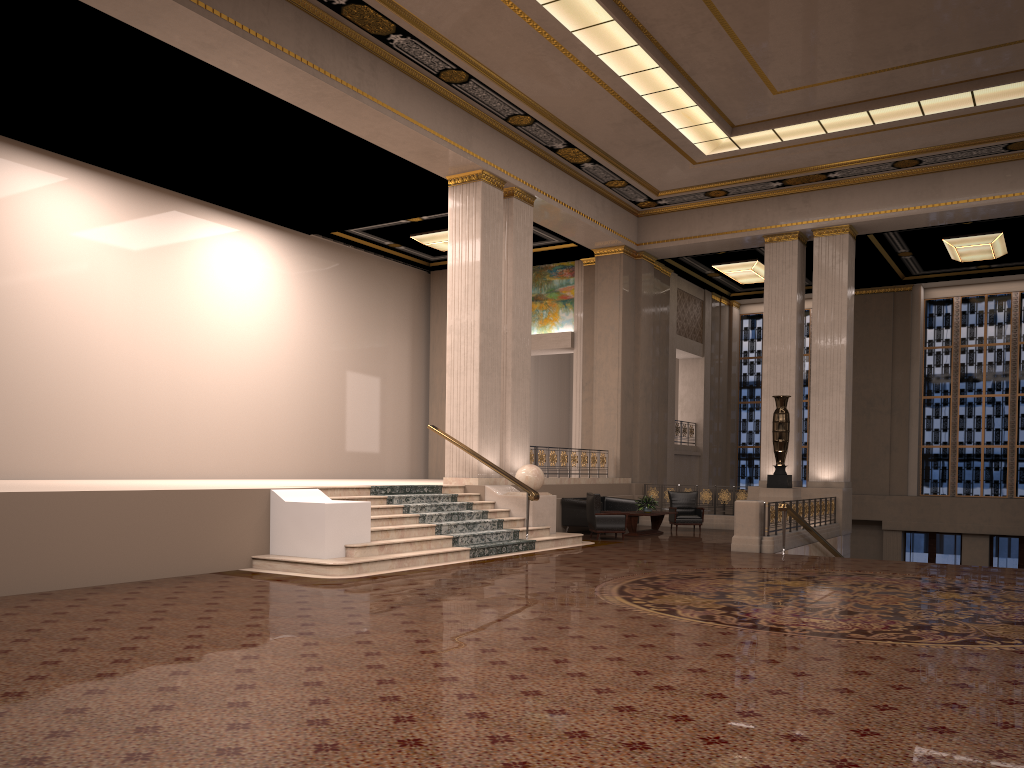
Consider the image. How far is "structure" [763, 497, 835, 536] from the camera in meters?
15.3 m

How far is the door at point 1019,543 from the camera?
22.2 meters

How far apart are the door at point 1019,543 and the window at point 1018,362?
1.16m

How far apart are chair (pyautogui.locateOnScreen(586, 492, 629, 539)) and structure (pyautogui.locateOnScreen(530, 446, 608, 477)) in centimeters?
162cm

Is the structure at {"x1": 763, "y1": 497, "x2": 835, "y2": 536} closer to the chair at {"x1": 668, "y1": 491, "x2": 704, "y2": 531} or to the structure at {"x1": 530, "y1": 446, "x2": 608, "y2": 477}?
the chair at {"x1": 668, "y1": 491, "x2": 704, "y2": 531}

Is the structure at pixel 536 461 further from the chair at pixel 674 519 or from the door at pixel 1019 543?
the door at pixel 1019 543

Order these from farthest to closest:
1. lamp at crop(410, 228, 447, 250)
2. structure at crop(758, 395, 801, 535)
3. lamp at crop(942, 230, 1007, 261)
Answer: lamp at crop(410, 228, 447, 250) < lamp at crop(942, 230, 1007, 261) < structure at crop(758, 395, 801, 535)

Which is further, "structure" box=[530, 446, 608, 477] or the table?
"structure" box=[530, 446, 608, 477]

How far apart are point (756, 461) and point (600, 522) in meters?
12.2 m

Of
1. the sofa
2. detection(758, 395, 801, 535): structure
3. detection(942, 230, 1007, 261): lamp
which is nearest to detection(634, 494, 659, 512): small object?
the sofa
